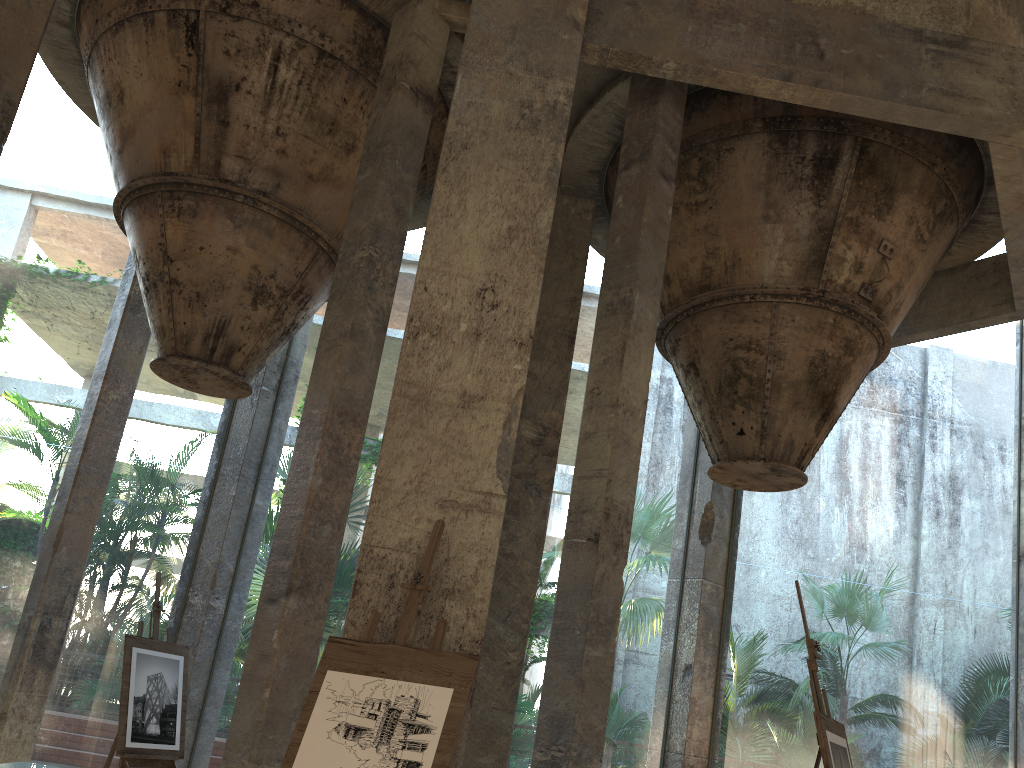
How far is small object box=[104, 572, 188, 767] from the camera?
6.7m

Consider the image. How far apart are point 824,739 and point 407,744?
1.5m

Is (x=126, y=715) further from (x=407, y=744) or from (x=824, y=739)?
(x=824, y=739)

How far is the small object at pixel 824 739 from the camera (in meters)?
3.24

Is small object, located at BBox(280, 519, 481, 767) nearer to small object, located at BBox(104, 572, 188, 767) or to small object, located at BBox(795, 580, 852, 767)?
small object, located at BBox(795, 580, 852, 767)

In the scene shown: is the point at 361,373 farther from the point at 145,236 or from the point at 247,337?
the point at 145,236

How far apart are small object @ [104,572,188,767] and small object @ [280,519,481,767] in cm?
408

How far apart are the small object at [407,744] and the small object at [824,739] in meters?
1.3

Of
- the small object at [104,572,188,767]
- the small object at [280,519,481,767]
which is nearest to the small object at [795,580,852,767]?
the small object at [280,519,481,767]

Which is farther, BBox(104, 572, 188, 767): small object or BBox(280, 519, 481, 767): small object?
BBox(104, 572, 188, 767): small object
